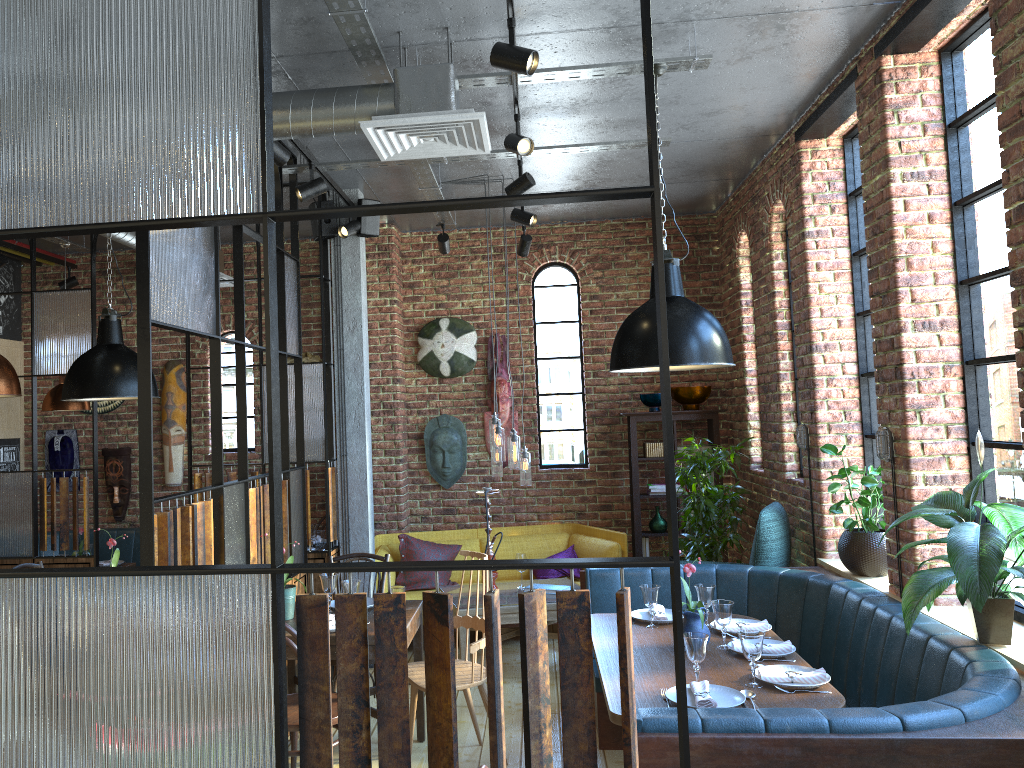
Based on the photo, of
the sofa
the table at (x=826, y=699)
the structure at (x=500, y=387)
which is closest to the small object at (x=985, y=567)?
the table at (x=826, y=699)

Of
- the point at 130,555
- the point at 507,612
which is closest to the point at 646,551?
the point at 507,612

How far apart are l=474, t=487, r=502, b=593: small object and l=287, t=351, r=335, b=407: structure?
2.4 meters

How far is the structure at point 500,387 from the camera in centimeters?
742cm

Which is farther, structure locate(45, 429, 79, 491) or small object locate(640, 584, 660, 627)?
structure locate(45, 429, 79, 491)

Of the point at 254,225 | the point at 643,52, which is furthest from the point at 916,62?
the point at 254,225

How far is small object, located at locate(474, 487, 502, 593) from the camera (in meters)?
5.76

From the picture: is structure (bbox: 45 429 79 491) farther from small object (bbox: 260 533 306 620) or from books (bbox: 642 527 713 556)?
books (bbox: 642 527 713 556)

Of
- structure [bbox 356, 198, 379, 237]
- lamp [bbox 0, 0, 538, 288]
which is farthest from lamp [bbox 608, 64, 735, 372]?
structure [bbox 356, 198, 379, 237]

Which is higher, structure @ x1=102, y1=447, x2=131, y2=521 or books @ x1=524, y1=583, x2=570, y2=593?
structure @ x1=102, y1=447, x2=131, y2=521
